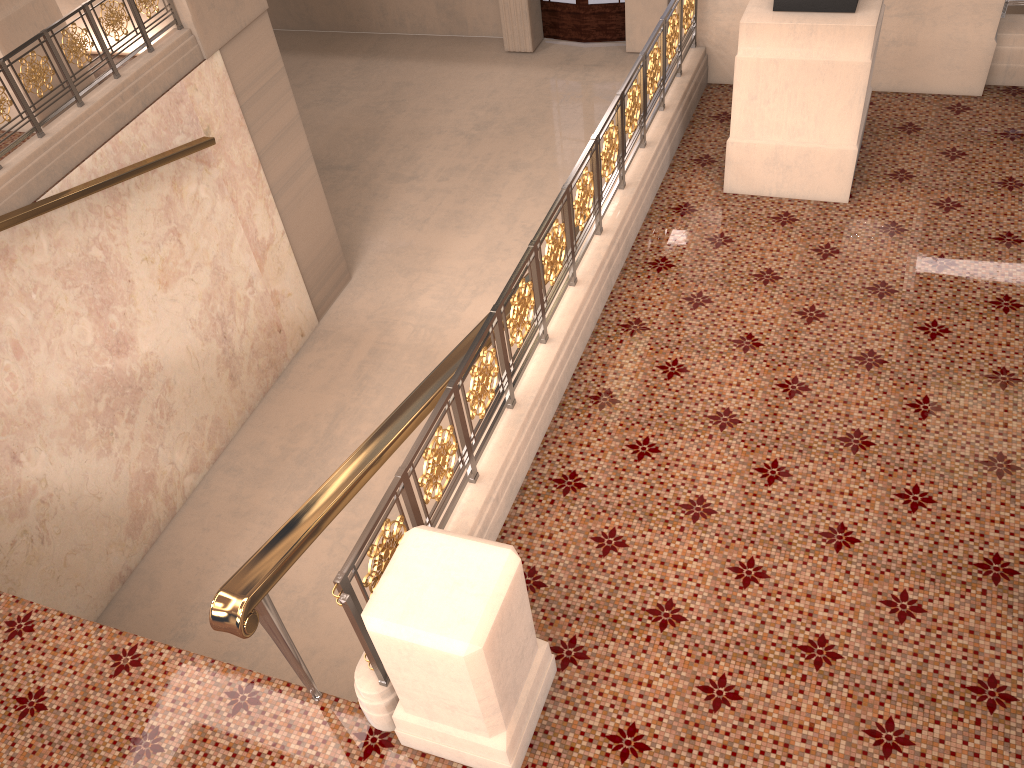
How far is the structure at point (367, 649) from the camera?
2.8 meters

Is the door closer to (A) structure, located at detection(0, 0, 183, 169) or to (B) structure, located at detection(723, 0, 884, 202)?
(A) structure, located at detection(0, 0, 183, 169)

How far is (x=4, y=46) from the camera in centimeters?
661cm

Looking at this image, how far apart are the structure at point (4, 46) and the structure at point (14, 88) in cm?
53

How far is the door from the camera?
13.65m

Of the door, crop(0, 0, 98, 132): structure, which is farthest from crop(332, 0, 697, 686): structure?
the door

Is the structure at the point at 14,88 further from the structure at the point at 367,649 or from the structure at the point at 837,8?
the structure at the point at 837,8

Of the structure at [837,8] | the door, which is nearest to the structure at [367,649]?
the structure at [837,8]

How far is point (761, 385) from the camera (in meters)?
4.15

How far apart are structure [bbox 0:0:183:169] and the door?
7.81m
